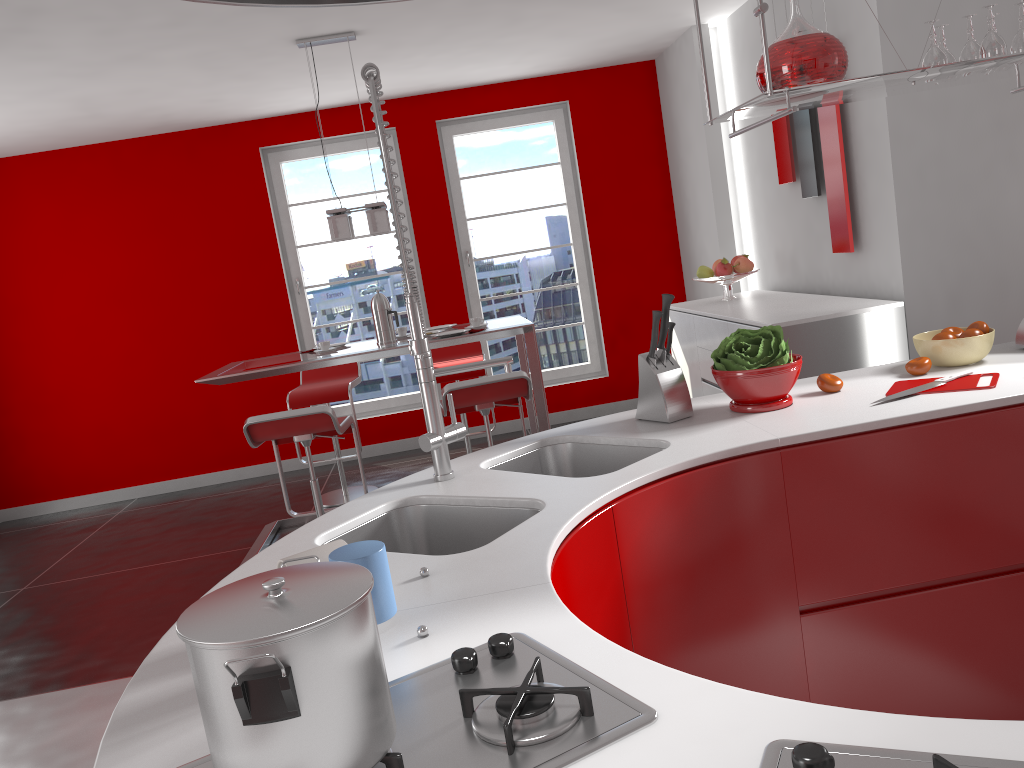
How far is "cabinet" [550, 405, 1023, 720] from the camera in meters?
1.8 m

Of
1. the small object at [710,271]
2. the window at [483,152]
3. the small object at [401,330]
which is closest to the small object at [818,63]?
the small object at [401,330]

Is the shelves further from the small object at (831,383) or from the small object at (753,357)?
the small object at (831,383)

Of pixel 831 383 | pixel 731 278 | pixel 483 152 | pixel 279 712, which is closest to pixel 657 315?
pixel 831 383

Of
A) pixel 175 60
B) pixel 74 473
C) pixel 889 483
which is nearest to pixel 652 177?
pixel 175 60

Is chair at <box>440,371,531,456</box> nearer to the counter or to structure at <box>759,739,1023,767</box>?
the counter

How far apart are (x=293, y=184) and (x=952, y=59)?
5.2 meters

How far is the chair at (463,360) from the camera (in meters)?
5.66

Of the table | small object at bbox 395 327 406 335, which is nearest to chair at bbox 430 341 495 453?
the table

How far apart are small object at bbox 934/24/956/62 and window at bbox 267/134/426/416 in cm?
483
